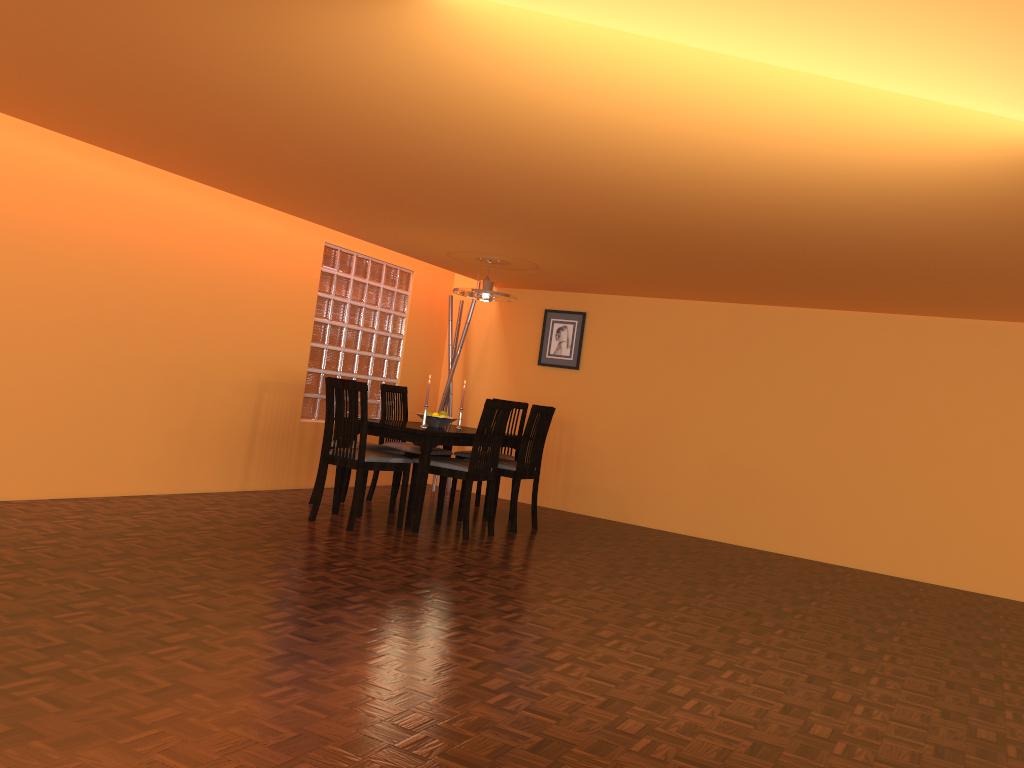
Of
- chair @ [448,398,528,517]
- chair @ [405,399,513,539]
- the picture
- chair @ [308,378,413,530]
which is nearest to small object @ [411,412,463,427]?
chair @ [405,399,513,539]

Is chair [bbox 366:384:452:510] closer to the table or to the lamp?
the table

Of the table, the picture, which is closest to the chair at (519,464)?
the table

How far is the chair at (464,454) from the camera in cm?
611

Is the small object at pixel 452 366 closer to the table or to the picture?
the picture

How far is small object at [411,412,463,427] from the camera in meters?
5.5

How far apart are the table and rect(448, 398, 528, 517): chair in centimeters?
14cm

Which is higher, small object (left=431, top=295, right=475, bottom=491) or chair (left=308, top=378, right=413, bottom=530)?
small object (left=431, top=295, right=475, bottom=491)

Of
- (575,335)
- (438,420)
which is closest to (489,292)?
(438,420)

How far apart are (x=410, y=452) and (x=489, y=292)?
1.2 meters
